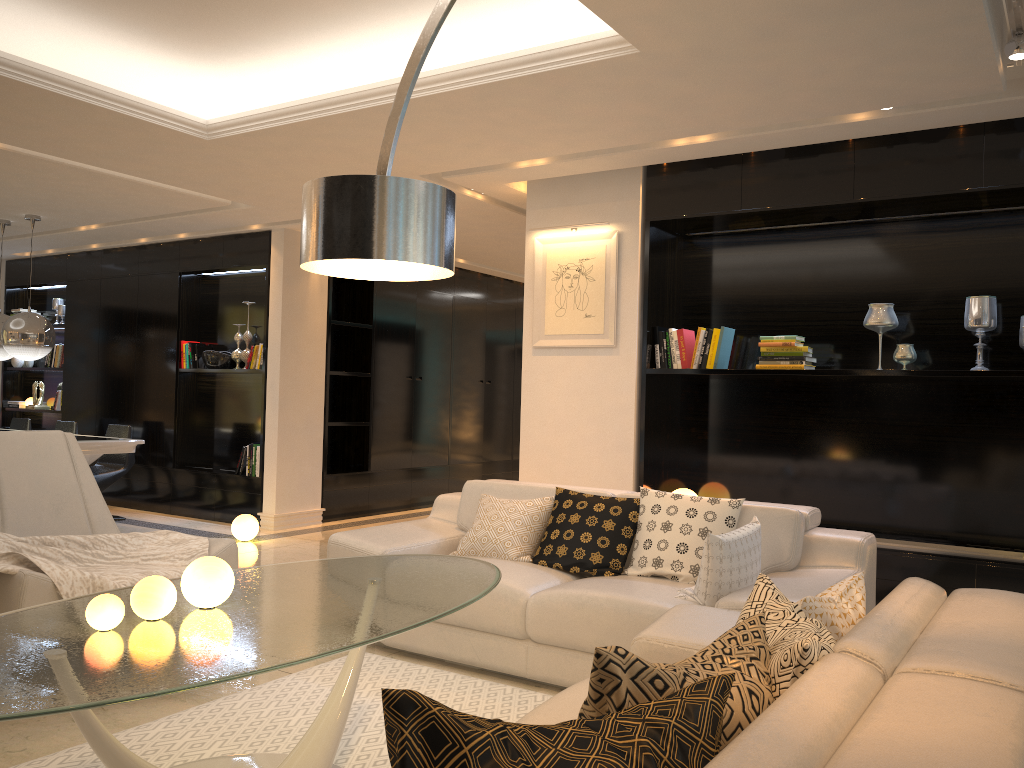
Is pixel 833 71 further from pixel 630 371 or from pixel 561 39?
pixel 630 371

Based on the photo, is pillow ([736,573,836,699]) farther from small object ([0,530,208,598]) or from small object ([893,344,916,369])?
small object ([893,344,916,369])

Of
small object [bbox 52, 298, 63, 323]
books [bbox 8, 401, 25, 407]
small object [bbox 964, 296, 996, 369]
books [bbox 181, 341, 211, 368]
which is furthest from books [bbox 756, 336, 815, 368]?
books [bbox 8, 401, 25, 407]

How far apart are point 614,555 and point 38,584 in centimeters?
233cm

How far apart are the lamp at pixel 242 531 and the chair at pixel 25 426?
3.34m

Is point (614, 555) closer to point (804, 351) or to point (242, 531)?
point (804, 351)

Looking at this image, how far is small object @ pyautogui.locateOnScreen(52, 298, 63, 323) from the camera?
9.8 meters

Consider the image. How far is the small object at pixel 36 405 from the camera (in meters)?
9.81

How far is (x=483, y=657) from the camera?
3.8m

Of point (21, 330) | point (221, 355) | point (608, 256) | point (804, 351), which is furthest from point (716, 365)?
point (21, 330)
